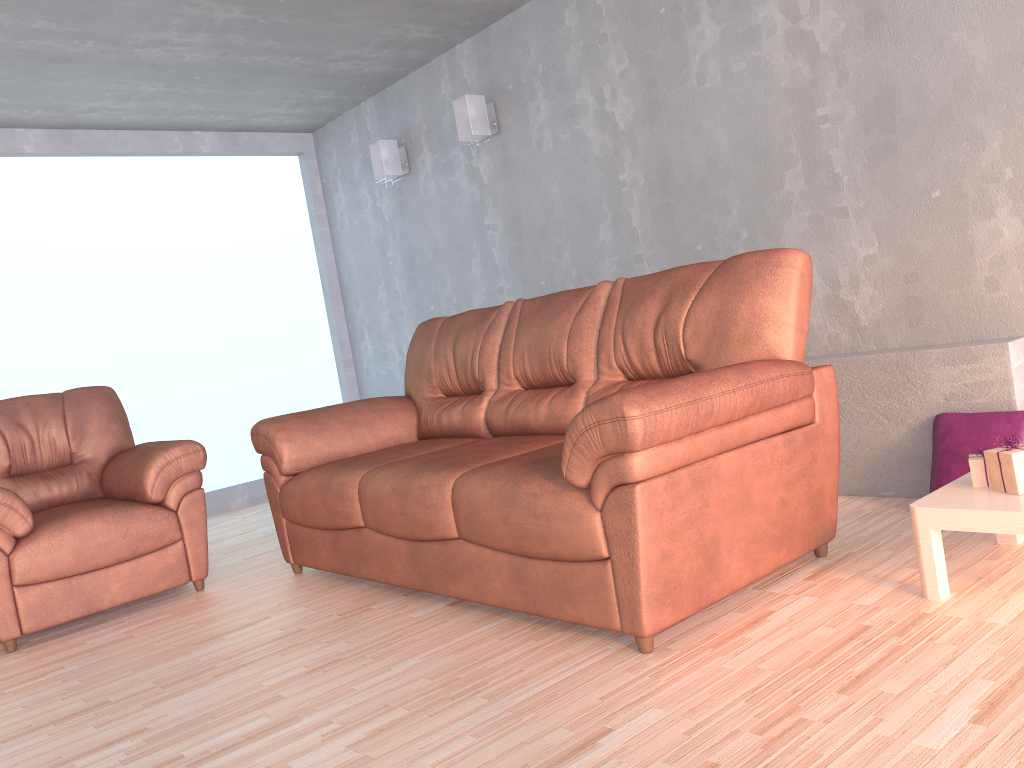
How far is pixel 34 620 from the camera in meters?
3.2 m

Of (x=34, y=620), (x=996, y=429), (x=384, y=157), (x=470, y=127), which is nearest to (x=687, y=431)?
(x=996, y=429)

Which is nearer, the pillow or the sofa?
the sofa

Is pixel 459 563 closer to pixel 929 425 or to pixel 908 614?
pixel 908 614

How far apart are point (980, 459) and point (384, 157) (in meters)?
4.02

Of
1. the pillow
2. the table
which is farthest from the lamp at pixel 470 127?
the table

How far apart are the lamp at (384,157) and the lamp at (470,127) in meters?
0.8 m

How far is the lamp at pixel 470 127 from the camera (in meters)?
4.73

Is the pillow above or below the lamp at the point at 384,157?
below

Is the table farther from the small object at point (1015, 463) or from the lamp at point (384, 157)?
the lamp at point (384, 157)
